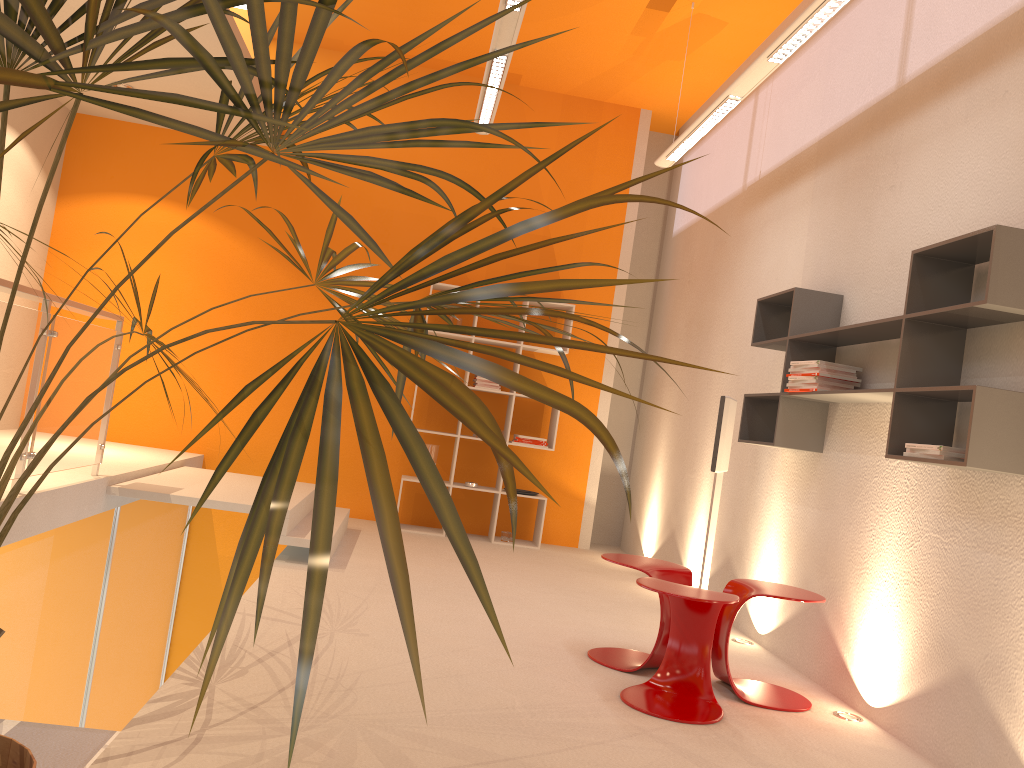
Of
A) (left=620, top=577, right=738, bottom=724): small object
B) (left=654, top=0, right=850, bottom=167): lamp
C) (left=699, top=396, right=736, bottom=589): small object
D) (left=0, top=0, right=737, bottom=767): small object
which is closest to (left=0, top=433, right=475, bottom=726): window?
(left=0, top=0, right=737, bottom=767): small object

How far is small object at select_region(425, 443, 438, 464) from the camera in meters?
7.2 m

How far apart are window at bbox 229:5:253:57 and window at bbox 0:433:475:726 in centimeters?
361cm

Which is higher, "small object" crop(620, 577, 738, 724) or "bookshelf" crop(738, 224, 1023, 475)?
"bookshelf" crop(738, 224, 1023, 475)

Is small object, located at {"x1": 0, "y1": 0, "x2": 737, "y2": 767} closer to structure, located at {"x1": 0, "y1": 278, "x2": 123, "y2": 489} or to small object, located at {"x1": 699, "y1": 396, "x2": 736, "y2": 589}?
structure, located at {"x1": 0, "y1": 278, "x2": 123, "y2": 489}

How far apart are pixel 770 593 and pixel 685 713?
0.64m

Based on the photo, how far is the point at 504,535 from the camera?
7.2 meters

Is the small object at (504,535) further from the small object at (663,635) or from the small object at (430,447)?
the small object at (663,635)

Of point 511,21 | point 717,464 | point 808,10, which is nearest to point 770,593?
point 717,464

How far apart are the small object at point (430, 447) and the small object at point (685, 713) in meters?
3.8
